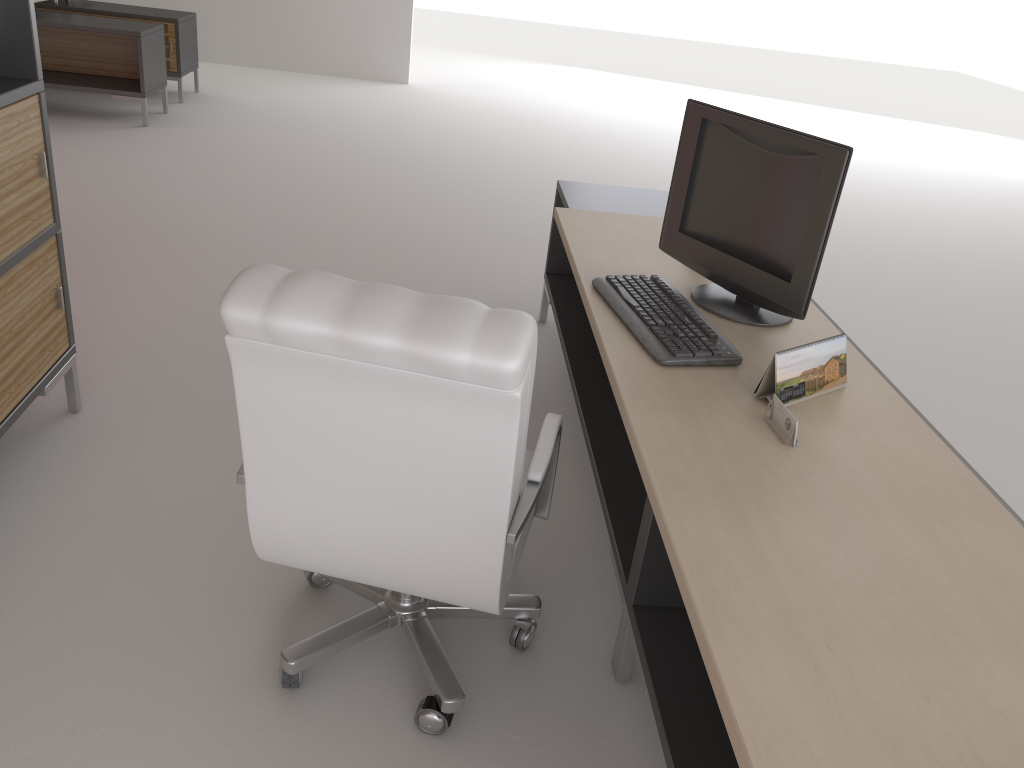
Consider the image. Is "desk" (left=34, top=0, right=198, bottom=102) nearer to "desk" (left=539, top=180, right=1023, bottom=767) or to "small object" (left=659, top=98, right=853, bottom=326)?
"desk" (left=539, top=180, right=1023, bottom=767)

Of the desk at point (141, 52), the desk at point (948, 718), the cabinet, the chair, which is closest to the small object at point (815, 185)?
the desk at point (948, 718)

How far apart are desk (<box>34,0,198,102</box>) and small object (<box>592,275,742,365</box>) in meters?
9.7

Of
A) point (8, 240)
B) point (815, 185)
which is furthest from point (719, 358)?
point (8, 240)

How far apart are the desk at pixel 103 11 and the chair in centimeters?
985cm

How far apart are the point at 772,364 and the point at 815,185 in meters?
0.8 m

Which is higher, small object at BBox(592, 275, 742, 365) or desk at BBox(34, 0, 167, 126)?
small object at BBox(592, 275, 742, 365)

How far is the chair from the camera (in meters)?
2.27

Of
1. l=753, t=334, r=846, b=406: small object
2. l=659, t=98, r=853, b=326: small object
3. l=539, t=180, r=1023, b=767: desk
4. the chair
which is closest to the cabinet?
the chair

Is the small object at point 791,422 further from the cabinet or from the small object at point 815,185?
the cabinet
